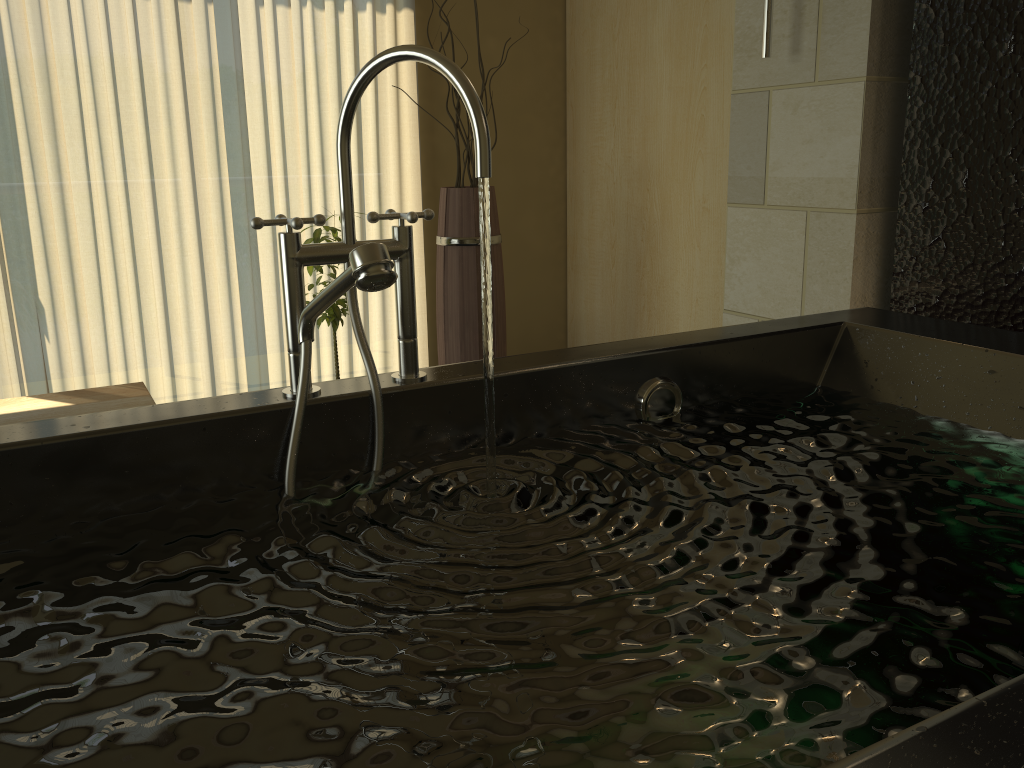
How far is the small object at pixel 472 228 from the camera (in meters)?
2.85

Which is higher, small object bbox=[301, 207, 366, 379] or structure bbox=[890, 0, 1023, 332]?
structure bbox=[890, 0, 1023, 332]

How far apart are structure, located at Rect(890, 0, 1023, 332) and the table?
2.0m

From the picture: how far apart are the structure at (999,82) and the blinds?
2.0m

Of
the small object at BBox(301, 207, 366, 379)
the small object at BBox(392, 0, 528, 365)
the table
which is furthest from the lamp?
the table

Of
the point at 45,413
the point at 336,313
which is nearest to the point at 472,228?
the point at 336,313

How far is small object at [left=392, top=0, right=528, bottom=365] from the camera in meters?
2.8

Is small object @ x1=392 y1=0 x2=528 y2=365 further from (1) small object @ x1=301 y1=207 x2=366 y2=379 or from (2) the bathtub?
(2) the bathtub

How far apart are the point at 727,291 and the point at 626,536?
1.68m

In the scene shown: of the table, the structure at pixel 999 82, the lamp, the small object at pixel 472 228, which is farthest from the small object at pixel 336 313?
the structure at pixel 999 82
